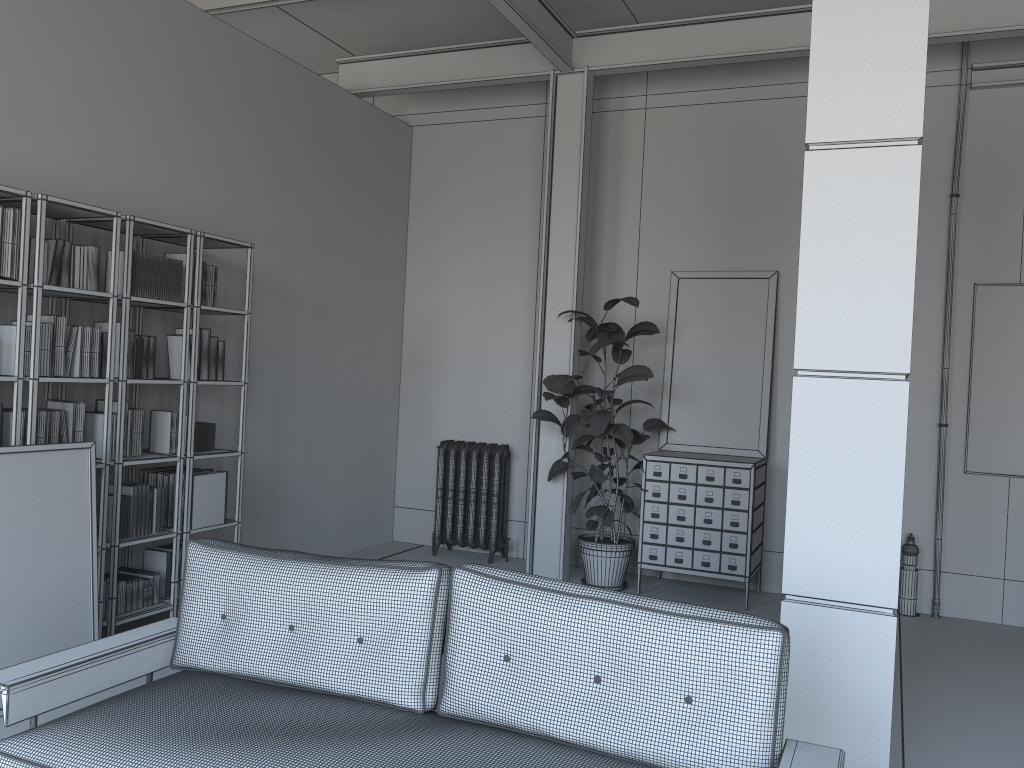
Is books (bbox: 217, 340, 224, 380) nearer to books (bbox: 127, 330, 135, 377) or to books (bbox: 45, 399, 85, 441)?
books (bbox: 127, 330, 135, 377)

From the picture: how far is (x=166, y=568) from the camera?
5.0 meters

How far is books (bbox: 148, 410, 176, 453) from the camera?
5.0 meters

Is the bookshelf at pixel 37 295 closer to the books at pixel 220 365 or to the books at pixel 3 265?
the books at pixel 3 265

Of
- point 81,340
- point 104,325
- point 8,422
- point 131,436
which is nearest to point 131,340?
point 104,325

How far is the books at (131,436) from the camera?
4.8m

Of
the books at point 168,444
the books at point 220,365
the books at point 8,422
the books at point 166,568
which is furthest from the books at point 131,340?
the books at point 166,568

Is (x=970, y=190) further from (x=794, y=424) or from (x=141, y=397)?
(x=141, y=397)

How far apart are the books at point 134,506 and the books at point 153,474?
0.41m

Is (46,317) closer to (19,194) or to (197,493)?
(19,194)
